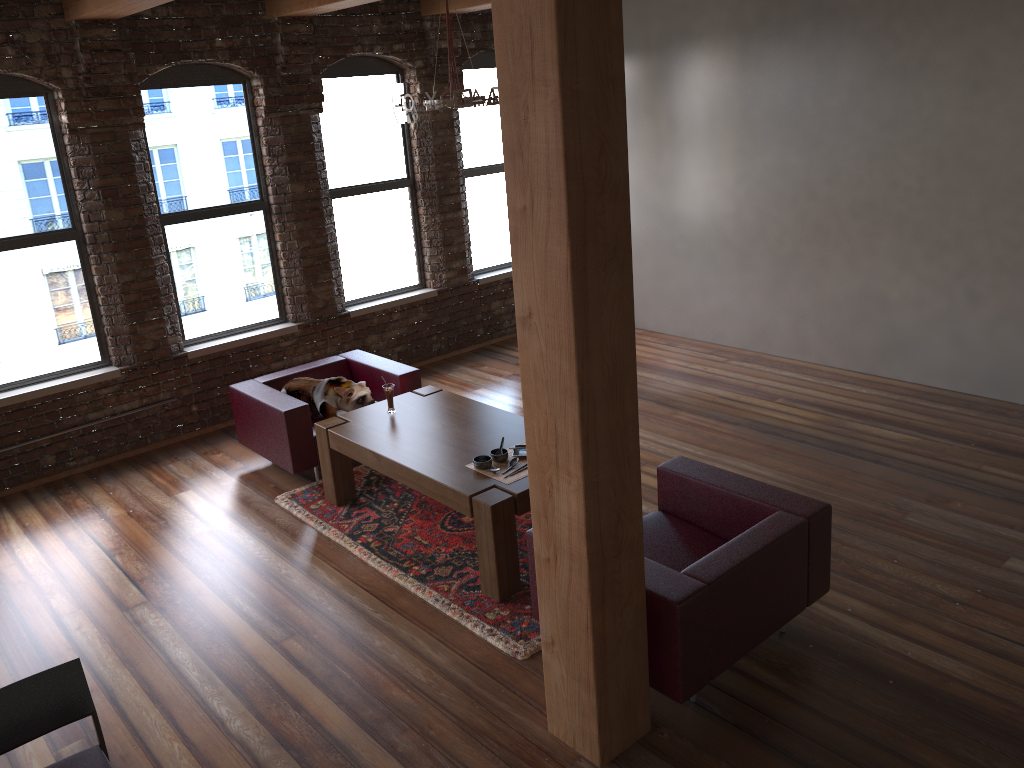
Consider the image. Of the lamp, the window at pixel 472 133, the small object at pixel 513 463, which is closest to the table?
the small object at pixel 513 463

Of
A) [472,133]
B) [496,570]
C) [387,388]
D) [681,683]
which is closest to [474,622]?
[496,570]

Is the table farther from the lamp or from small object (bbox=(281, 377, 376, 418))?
the lamp

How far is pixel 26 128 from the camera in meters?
6.1

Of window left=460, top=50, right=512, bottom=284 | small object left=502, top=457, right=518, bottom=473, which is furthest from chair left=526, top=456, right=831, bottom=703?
window left=460, top=50, right=512, bottom=284

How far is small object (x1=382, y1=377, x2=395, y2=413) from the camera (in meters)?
5.57

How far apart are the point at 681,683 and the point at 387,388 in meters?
2.8

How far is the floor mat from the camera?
4.3m

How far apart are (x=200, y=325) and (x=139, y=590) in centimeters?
279cm

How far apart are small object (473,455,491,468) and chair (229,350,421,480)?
1.6 meters
